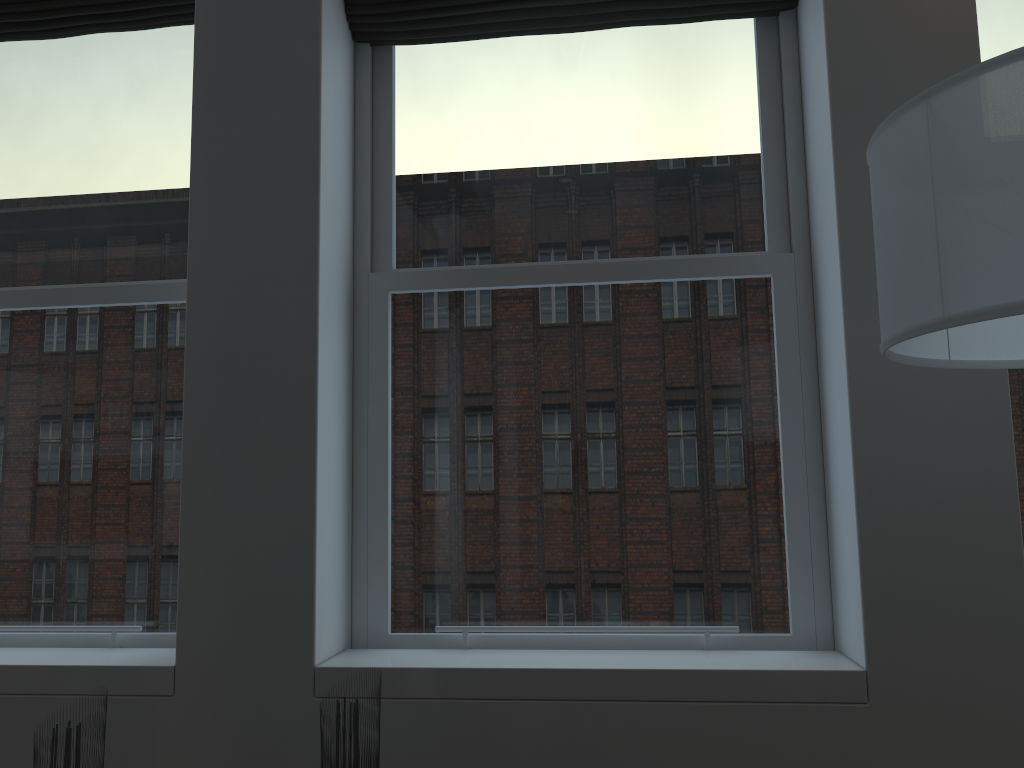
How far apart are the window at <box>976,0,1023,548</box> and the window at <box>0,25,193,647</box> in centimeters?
256cm

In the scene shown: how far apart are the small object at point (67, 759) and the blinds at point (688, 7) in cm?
222

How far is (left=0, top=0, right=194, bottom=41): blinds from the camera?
3.0 meters

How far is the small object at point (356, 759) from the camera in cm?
173

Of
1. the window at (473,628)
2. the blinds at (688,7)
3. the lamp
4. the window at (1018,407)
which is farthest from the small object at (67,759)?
the window at (1018,407)

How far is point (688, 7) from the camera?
2.8 meters

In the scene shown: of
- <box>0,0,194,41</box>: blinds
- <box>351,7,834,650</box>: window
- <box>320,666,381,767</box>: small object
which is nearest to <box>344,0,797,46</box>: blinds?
<box>351,7,834,650</box>: window

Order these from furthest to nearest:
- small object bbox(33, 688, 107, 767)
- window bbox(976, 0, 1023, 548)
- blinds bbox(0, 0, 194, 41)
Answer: blinds bbox(0, 0, 194, 41) → window bbox(976, 0, 1023, 548) → small object bbox(33, 688, 107, 767)

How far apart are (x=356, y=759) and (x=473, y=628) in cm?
92

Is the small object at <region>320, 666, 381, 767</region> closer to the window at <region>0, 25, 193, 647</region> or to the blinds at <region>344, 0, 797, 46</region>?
the window at <region>0, 25, 193, 647</region>
